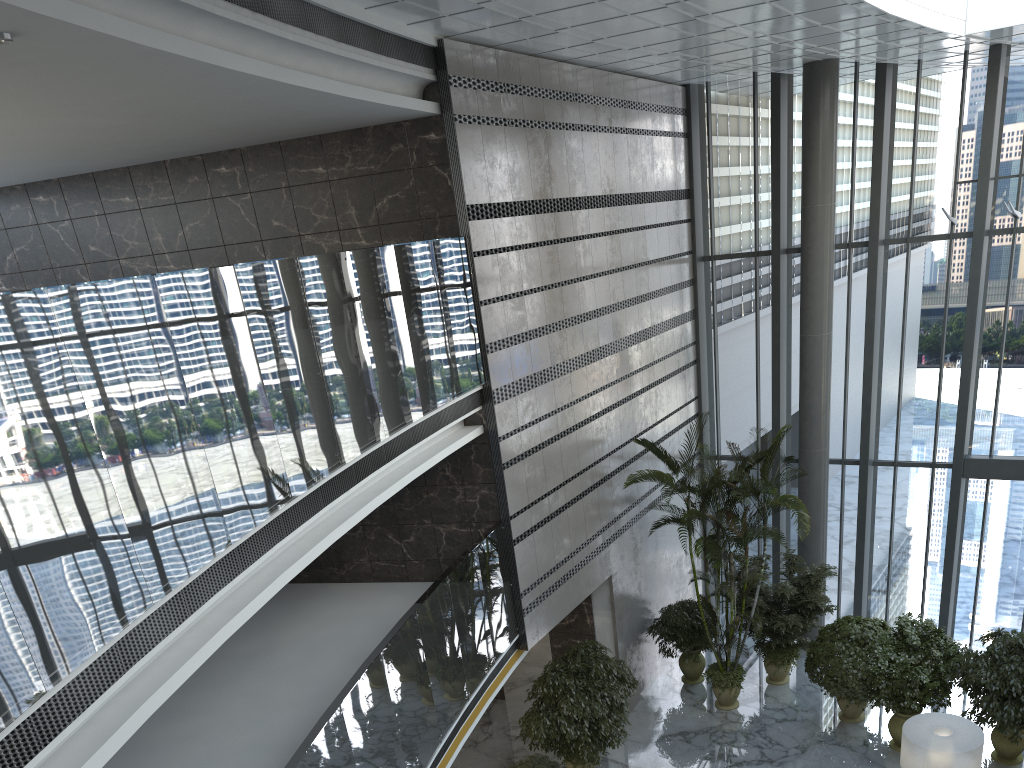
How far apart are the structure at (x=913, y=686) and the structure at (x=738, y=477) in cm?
171

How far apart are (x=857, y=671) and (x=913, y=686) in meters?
0.8

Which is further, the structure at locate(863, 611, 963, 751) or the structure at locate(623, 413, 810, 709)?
the structure at locate(623, 413, 810, 709)

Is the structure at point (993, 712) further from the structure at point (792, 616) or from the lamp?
the structure at point (792, 616)

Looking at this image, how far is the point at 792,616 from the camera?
12.30m

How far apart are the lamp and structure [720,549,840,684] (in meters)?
2.99

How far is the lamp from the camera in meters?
8.3 m

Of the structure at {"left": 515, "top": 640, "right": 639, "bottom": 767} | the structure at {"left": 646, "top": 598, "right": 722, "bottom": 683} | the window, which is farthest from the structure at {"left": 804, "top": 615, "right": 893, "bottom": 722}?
the structure at {"left": 515, "top": 640, "right": 639, "bottom": 767}

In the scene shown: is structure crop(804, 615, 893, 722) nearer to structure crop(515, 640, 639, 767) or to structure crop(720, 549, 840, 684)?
structure crop(720, 549, 840, 684)

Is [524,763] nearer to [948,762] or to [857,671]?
[948,762]
